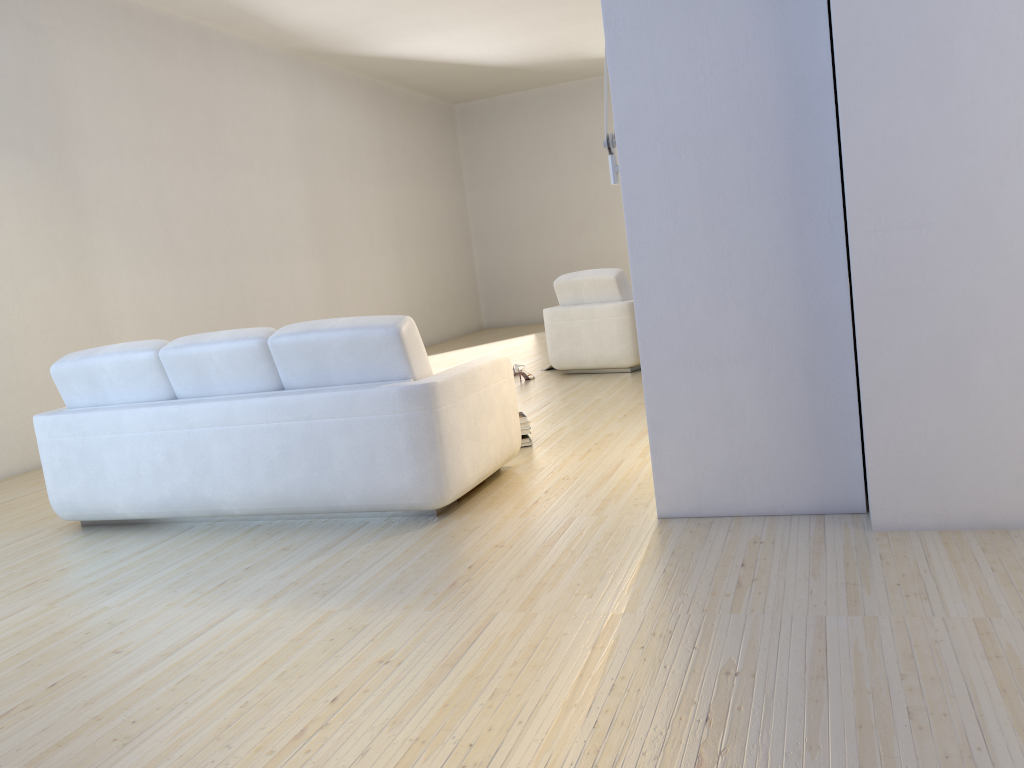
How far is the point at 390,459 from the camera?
3.57m

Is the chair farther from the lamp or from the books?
the lamp

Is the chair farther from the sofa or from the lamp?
the lamp

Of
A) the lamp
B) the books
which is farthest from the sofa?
the lamp

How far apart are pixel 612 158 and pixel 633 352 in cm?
389

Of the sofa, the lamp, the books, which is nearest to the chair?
the books

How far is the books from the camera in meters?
4.8 m

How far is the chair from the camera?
7.1m

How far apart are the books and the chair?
2.40m

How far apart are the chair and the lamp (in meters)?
3.78
